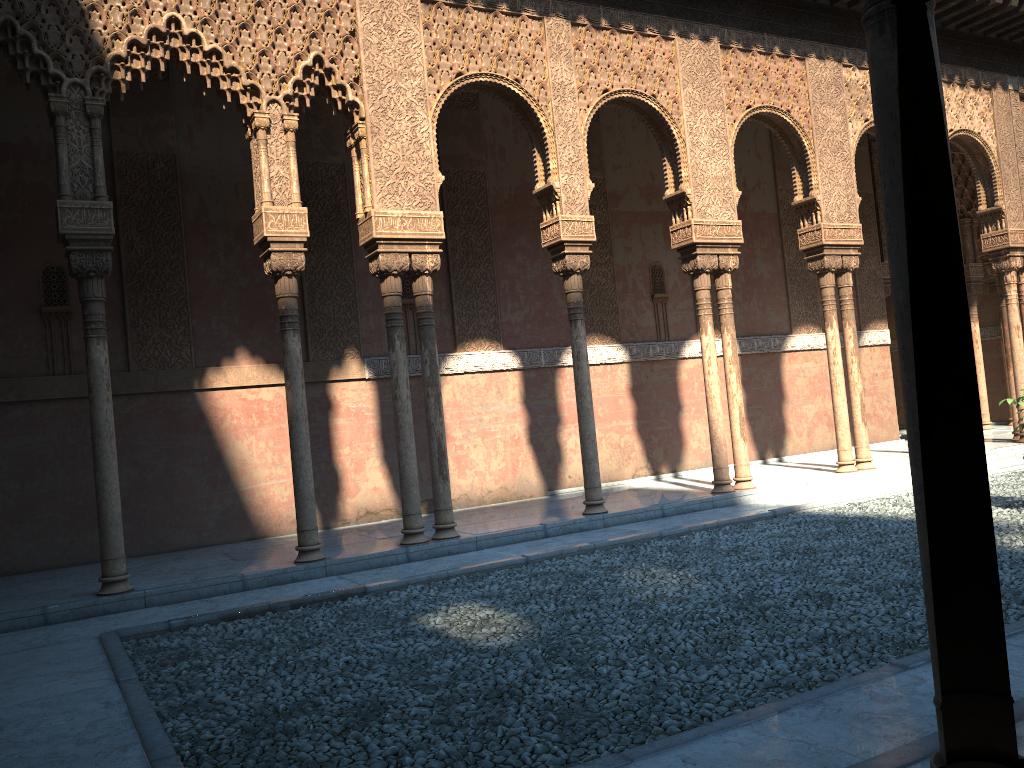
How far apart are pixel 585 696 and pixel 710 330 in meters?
7.0 m
